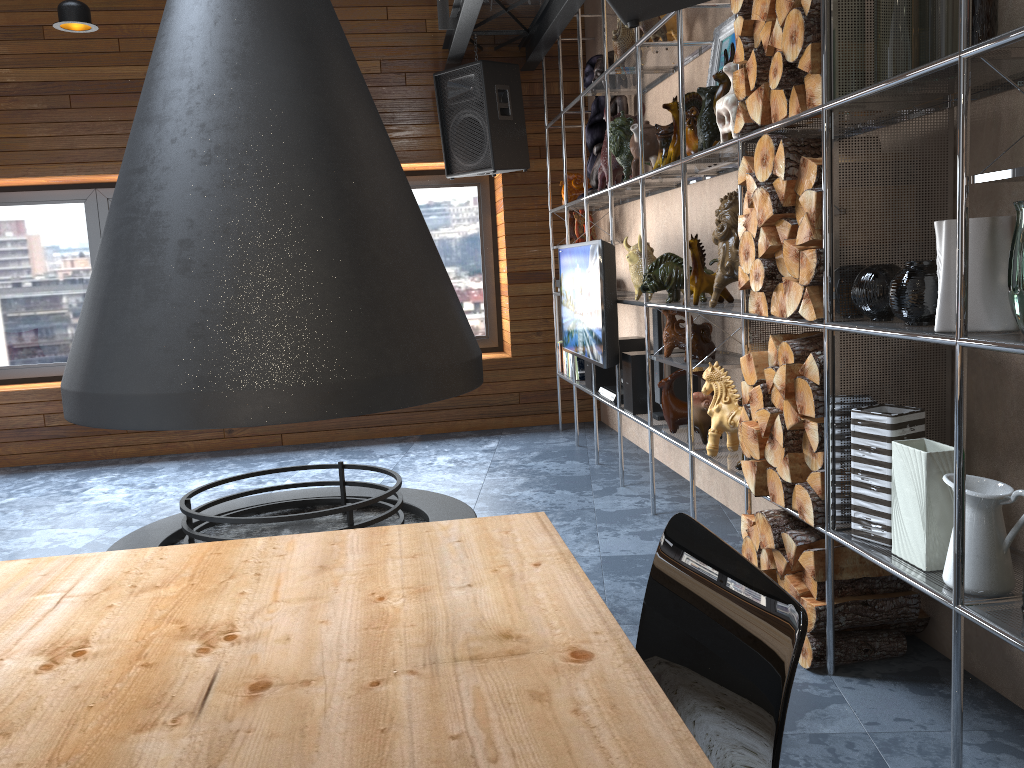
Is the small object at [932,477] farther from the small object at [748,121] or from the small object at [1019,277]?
the small object at [748,121]

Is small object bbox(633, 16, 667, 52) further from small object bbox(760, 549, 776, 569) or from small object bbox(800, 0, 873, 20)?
small object bbox(760, 549, 776, 569)

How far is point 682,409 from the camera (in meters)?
3.91

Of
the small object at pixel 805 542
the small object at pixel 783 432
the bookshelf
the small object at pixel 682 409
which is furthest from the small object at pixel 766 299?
the small object at pixel 682 409

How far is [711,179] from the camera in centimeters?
413cm

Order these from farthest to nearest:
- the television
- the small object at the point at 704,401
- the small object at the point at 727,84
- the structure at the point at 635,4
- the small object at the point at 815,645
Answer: the television < the small object at the point at 704,401 < the small object at the point at 727,84 < the small object at the point at 815,645 < the structure at the point at 635,4

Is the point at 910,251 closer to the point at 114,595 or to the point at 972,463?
the point at 972,463

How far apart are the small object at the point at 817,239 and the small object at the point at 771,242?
0.2m

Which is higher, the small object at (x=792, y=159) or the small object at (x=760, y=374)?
the small object at (x=792, y=159)

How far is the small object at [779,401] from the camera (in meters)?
2.70
